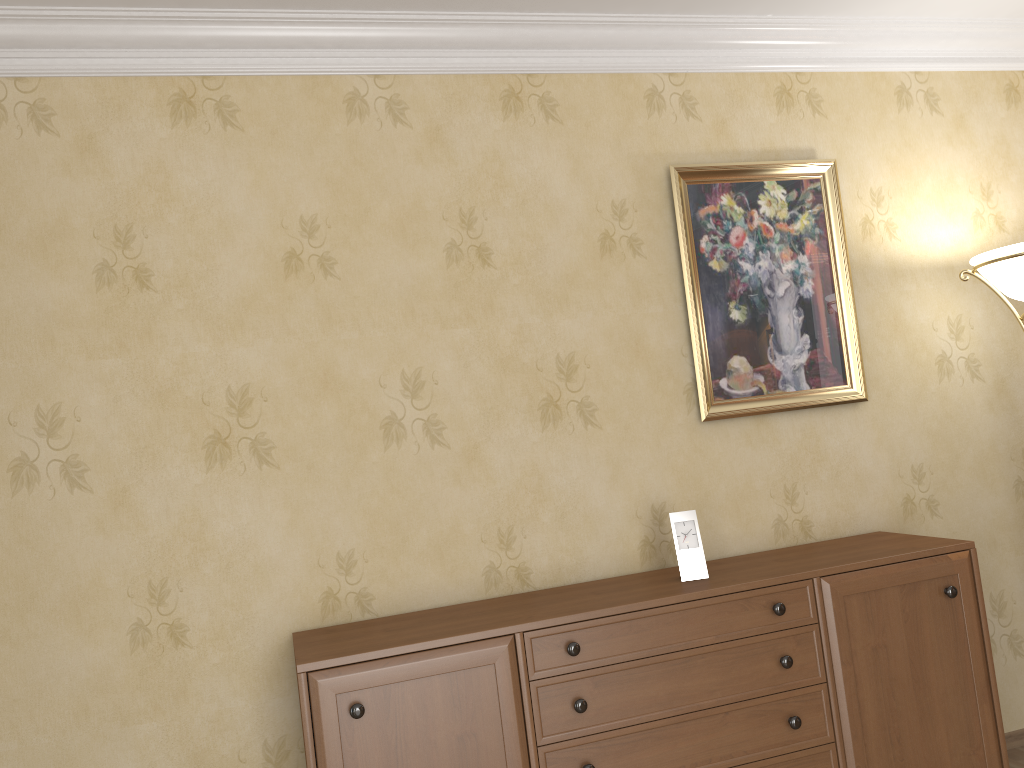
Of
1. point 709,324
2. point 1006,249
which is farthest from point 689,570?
point 1006,249

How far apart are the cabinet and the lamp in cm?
78

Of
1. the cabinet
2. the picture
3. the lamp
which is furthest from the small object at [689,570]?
the lamp

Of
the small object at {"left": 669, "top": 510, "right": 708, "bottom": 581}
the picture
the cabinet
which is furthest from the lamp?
the small object at {"left": 669, "top": 510, "right": 708, "bottom": 581}

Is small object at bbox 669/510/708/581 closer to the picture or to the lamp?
the picture

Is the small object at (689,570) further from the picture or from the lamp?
the lamp

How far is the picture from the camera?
2.9m

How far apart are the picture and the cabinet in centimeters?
46cm

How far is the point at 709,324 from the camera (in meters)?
2.95

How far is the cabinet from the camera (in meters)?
2.16
